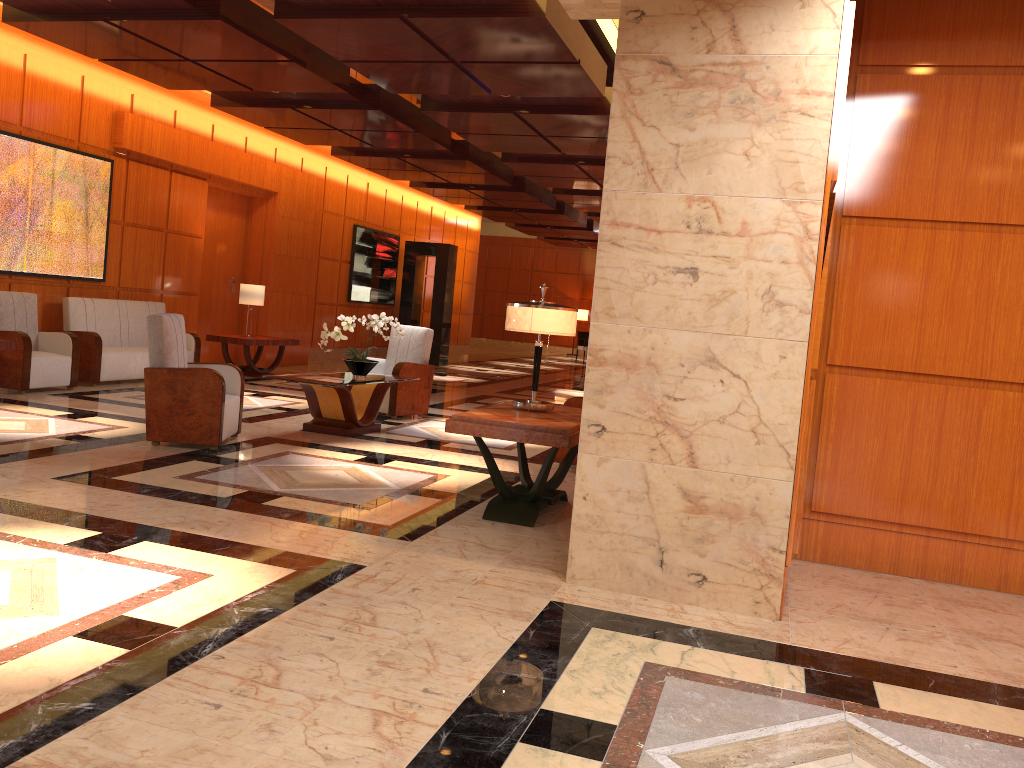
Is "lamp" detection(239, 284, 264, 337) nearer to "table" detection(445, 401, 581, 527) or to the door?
the door

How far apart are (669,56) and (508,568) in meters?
2.4 m

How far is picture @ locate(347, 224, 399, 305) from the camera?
16.6m

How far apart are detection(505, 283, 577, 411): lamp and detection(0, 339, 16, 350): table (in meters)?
5.21

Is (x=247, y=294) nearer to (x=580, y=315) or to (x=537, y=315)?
(x=537, y=315)

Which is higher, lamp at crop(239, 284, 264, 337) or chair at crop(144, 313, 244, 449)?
lamp at crop(239, 284, 264, 337)

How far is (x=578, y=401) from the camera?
7.08m

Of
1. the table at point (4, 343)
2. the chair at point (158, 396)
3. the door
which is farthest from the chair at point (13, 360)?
the door

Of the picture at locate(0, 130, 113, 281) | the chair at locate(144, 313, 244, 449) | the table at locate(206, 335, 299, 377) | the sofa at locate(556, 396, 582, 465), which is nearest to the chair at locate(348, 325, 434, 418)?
the chair at locate(144, 313, 244, 449)

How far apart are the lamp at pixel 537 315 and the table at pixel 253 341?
7.21m
